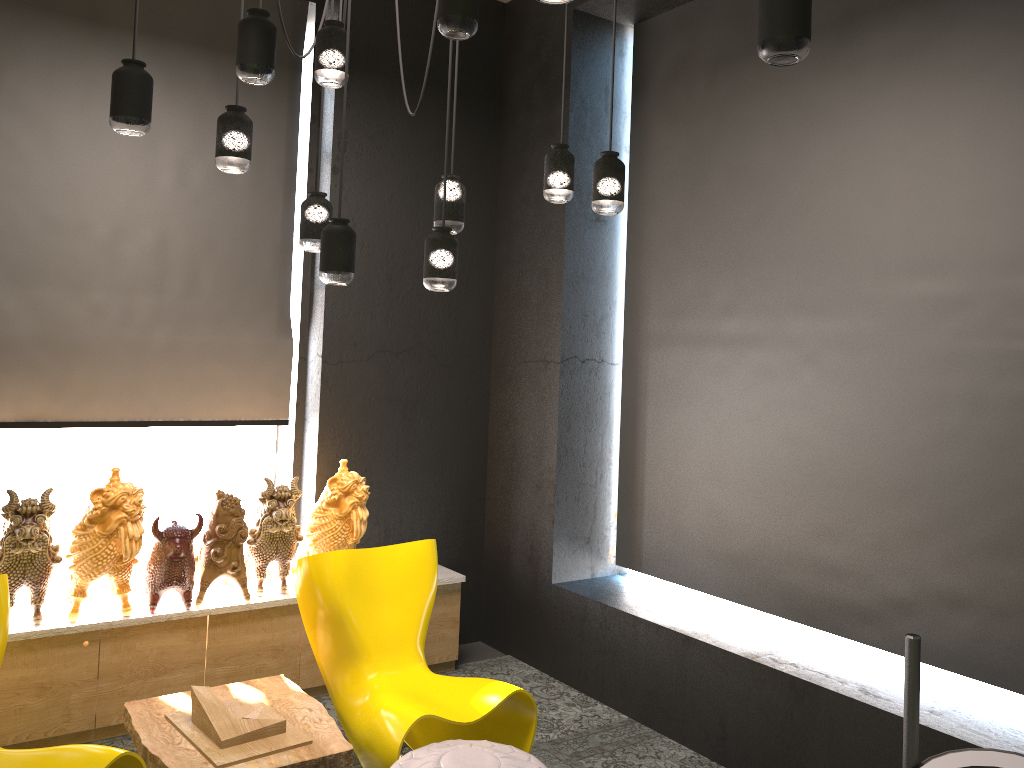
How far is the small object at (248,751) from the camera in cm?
316

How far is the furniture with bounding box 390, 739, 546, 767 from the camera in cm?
299

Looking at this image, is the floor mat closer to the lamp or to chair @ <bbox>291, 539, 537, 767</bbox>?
chair @ <bbox>291, 539, 537, 767</bbox>

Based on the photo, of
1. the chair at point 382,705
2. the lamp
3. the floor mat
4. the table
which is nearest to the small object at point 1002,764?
the lamp

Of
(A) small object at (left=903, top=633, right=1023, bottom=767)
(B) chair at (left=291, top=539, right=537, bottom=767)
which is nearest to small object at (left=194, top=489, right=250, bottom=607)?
(B) chair at (left=291, top=539, right=537, bottom=767)

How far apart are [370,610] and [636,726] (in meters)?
1.47

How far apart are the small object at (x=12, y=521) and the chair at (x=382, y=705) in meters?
1.0 m

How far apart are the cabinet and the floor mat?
0.0 meters

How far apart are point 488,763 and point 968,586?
1.99m

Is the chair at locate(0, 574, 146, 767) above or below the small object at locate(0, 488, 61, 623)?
below
